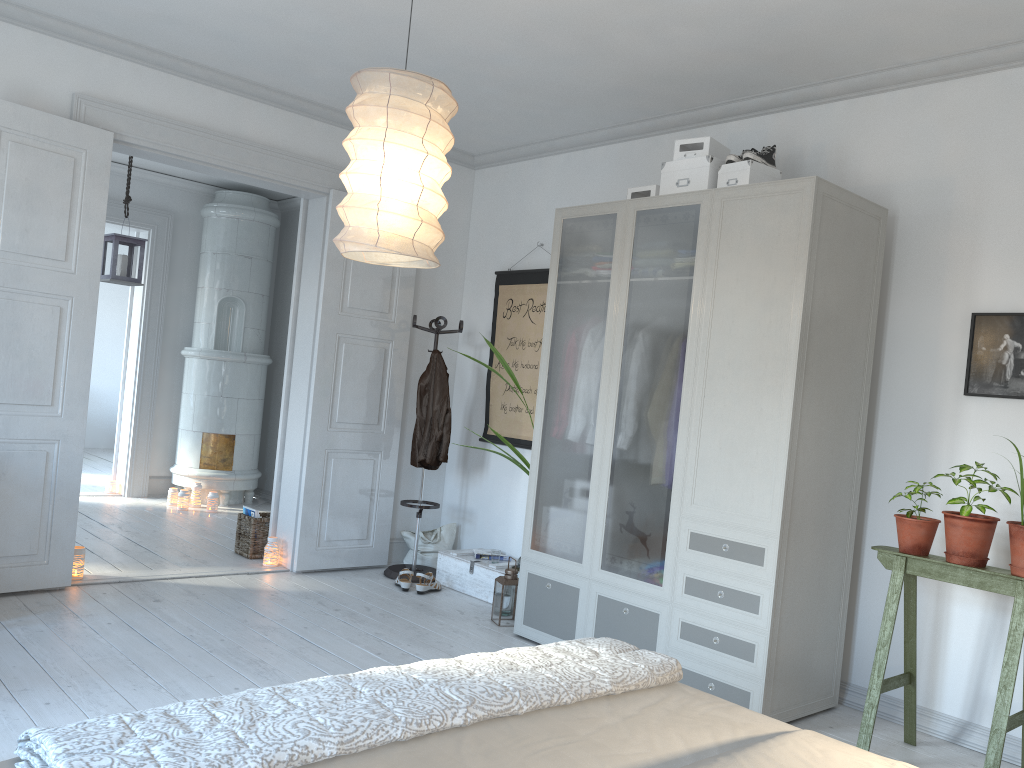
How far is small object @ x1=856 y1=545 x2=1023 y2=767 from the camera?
2.9m

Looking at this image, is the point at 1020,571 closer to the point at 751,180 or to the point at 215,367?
the point at 751,180

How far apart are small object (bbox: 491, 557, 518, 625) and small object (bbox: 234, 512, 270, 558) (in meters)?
1.83

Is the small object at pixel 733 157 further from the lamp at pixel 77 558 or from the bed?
the lamp at pixel 77 558

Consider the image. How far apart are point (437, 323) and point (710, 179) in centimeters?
211cm

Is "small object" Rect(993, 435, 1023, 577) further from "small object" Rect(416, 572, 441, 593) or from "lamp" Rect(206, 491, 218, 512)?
"lamp" Rect(206, 491, 218, 512)

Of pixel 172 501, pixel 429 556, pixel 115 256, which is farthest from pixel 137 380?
pixel 429 556

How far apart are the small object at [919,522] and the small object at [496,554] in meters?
2.5 m

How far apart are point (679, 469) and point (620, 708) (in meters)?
1.94

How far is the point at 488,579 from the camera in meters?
5.1 m
